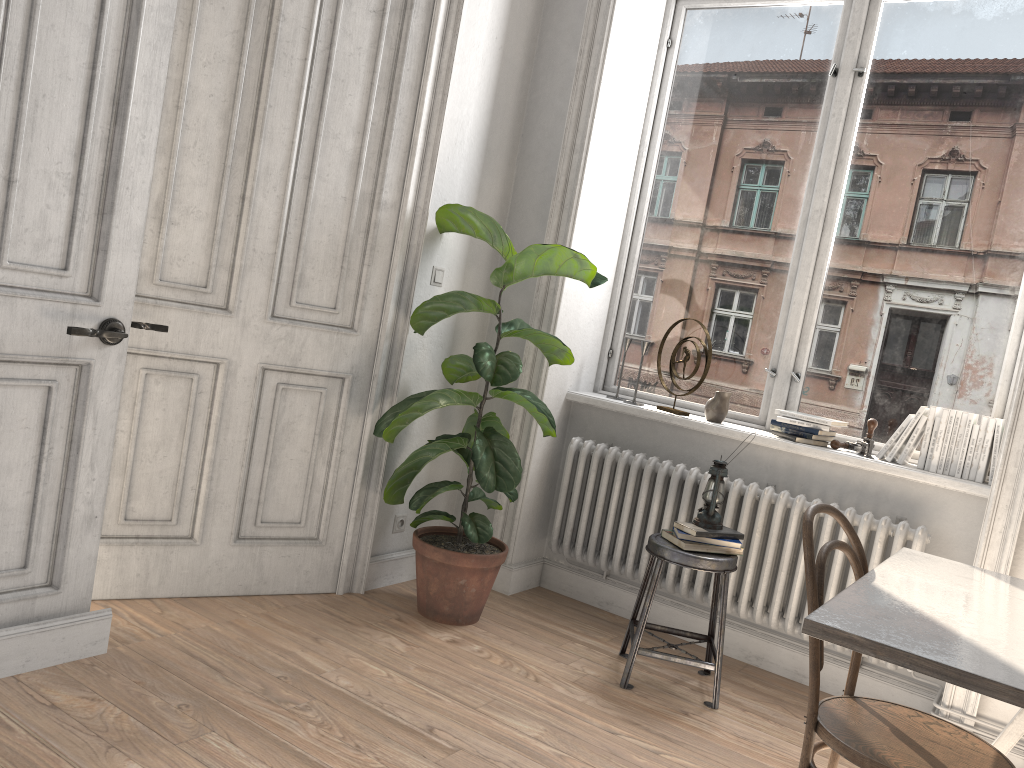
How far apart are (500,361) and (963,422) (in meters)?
1.74

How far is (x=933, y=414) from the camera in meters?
3.3 m

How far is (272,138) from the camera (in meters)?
3.18

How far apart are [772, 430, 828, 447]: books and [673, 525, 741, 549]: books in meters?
0.6 m

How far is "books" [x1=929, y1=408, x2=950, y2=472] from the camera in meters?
3.3

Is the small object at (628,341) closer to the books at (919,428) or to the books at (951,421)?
the books at (919,428)

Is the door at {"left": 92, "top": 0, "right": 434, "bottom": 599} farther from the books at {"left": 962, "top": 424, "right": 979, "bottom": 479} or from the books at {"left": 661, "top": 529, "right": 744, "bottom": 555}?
the books at {"left": 962, "top": 424, "right": 979, "bottom": 479}

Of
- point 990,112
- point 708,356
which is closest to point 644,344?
point 708,356

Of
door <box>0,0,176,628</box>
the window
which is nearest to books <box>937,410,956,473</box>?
the window

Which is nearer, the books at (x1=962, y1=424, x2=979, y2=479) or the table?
the table
